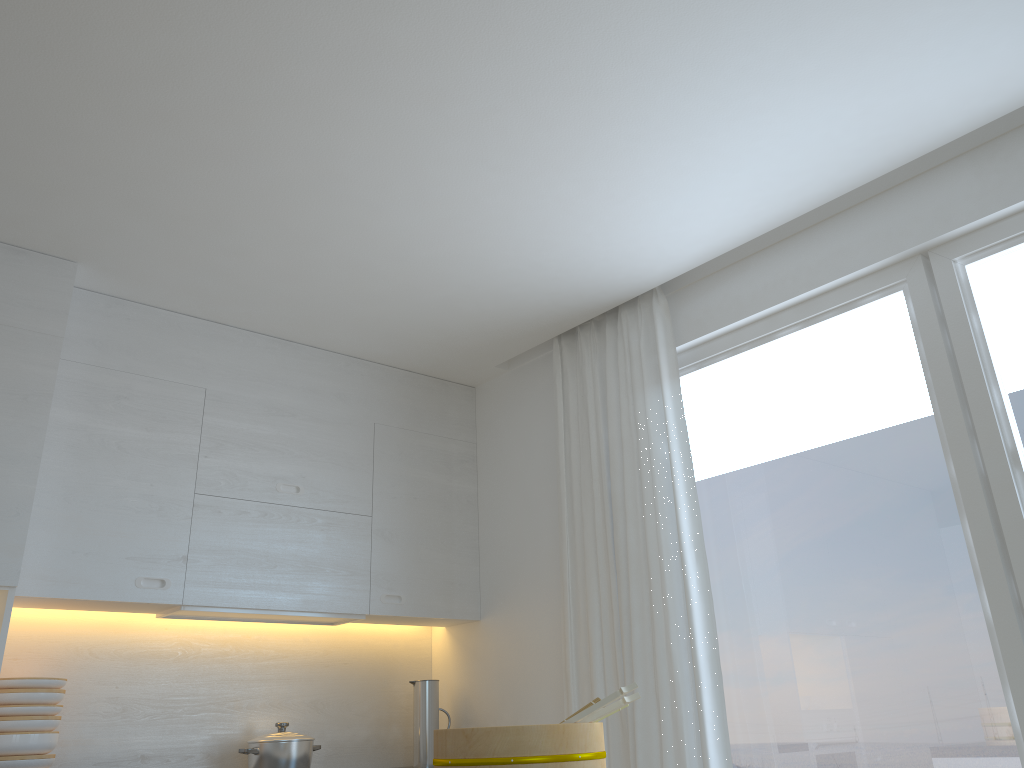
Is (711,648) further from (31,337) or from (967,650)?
(31,337)

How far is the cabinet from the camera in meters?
3.0 m

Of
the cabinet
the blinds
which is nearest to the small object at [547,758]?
the blinds

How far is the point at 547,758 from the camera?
1.8m

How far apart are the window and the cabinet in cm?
127

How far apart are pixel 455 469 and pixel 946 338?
2.3m

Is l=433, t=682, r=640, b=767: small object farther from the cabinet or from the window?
the cabinet

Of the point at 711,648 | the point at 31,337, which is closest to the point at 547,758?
the point at 711,648

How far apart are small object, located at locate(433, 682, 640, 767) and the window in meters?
1.2

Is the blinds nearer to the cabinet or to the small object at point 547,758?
the cabinet
